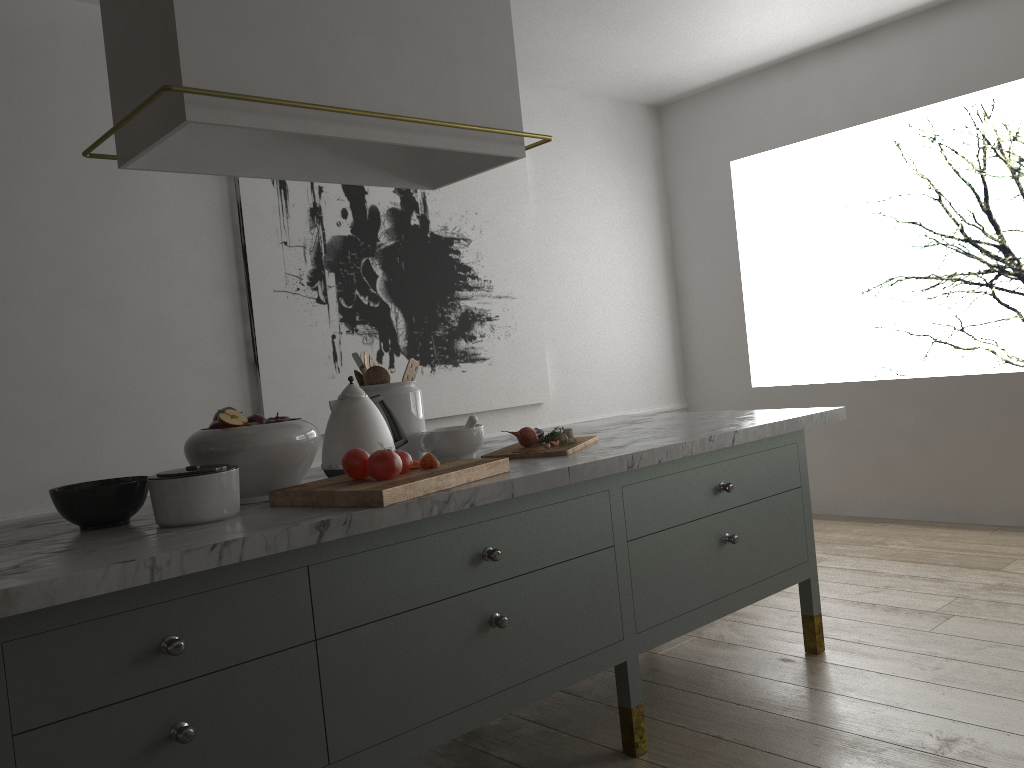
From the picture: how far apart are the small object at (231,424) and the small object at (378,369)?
0.5m

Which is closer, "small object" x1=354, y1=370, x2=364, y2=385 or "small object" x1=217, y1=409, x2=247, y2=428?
"small object" x1=217, y1=409, x2=247, y2=428

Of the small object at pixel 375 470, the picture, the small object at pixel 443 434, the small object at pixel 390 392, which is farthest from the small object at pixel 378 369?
the picture

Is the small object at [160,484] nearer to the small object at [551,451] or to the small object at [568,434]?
the small object at [551,451]

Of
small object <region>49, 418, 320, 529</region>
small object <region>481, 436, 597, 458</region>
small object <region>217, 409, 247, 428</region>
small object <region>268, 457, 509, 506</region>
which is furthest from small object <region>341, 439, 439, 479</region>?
small object <region>481, 436, 597, 458</region>

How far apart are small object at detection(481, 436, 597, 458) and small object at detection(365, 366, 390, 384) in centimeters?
34cm

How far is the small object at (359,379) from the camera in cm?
229

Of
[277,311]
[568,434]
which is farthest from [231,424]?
[277,311]

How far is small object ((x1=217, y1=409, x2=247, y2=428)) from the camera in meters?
1.7 m

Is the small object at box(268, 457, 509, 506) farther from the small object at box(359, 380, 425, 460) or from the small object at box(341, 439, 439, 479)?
the small object at box(359, 380, 425, 460)
